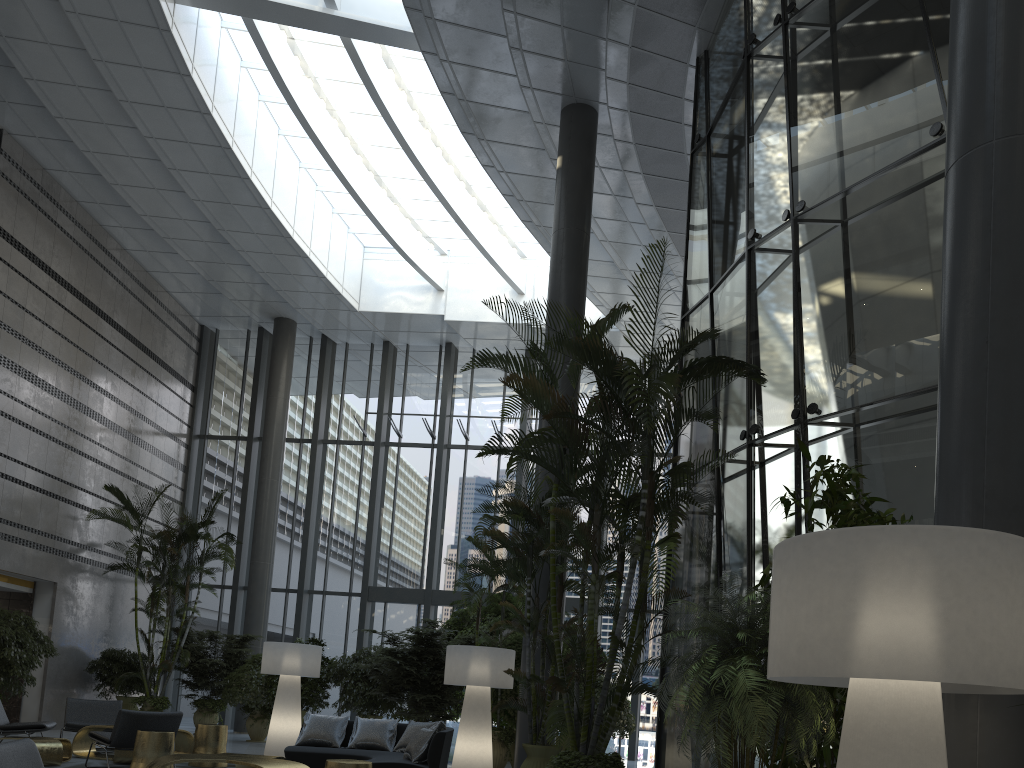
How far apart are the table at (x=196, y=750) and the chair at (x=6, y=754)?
5.9 meters

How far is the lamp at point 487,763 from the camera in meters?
9.1

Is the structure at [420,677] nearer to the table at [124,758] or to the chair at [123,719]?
the table at [124,758]

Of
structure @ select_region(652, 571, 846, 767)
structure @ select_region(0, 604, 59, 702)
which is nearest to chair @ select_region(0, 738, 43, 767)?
structure @ select_region(652, 571, 846, 767)

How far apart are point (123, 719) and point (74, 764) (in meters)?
1.15

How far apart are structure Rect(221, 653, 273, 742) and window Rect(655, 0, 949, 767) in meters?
8.5

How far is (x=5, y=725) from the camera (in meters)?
8.95

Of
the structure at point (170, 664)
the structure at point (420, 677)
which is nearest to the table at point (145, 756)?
the structure at point (420, 677)

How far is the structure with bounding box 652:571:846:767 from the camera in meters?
3.6

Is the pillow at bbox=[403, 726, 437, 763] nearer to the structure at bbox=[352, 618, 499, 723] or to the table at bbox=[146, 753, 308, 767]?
the table at bbox=[146, 753, 308, 767]
